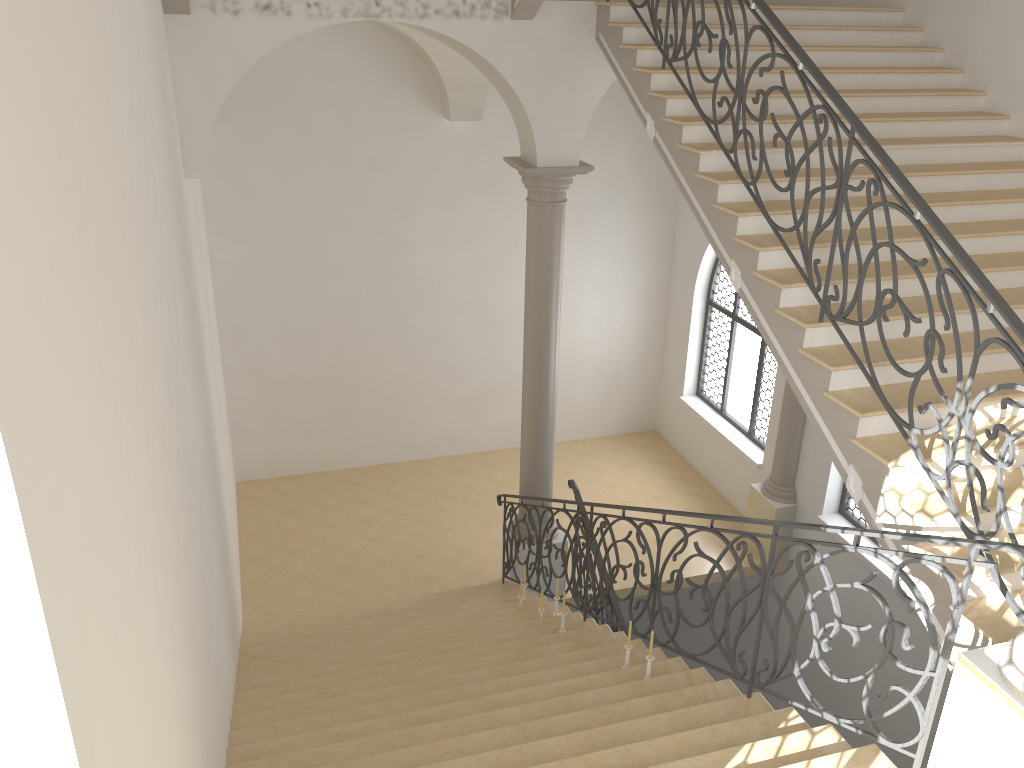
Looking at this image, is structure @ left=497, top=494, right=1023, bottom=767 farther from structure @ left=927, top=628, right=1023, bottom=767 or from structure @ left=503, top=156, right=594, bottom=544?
structure @ left=503, top=156, right=594, bottom=544

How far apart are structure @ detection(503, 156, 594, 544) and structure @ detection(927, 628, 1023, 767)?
5.8 meters

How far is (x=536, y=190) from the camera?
8.5 meters

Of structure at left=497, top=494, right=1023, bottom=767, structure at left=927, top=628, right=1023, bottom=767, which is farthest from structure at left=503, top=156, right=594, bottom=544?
structure at left=927, top=628, right=1023, bottom=767

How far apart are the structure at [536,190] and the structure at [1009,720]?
5.8m

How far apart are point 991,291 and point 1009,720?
1.9 meters

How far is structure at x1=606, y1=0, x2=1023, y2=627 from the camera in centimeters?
413cm

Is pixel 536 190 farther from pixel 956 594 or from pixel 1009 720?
pixel 1009 720

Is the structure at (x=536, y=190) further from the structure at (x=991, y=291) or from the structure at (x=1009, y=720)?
the structure at (x=1009, y=720)

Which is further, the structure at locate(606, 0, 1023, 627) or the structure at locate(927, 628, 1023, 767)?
the structure at locate(606, 0, 1023, 627)
